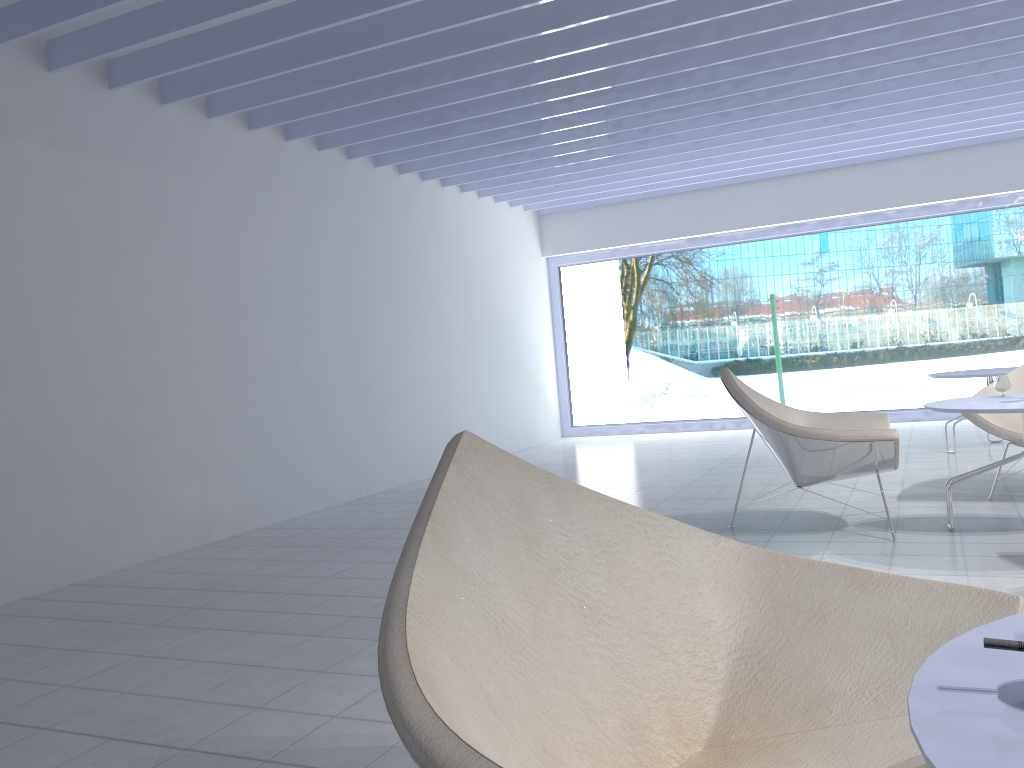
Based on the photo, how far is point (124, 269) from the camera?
4.6 meters

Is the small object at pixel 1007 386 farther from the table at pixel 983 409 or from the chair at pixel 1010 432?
the chair at pixel 1010 432

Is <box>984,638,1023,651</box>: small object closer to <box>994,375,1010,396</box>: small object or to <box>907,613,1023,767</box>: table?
<box>907,613,1023,767</box>: table

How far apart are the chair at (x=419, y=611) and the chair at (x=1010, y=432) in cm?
335

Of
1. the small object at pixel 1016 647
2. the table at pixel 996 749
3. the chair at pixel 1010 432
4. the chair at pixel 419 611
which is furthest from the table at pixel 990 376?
the small object at pixel 1016 647

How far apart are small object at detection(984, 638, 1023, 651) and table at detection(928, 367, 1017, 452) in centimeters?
565cm

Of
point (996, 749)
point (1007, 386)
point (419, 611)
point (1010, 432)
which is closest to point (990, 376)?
point (1010, 432)

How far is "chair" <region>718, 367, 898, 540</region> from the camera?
3.6 meters

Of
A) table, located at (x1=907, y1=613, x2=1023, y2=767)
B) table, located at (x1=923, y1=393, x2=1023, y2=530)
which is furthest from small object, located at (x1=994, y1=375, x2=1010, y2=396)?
table, located at (x1=907, y1=613, x2=1023, y2=767)

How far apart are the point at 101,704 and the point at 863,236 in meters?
9.4 m
